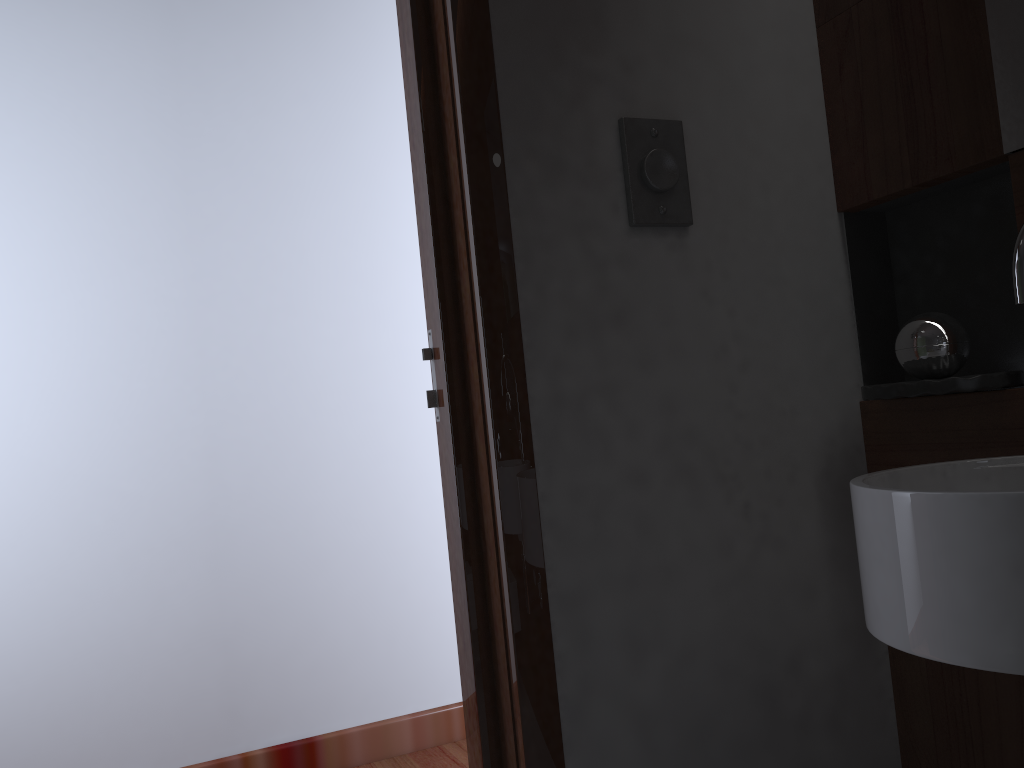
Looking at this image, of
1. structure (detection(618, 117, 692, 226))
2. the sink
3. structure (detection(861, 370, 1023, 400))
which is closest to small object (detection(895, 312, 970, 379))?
structure (detection(861, 370, 1023, 400))

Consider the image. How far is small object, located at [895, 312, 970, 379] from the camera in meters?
1.3

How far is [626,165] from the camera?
1.3 meters

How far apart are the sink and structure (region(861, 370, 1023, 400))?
0.12m

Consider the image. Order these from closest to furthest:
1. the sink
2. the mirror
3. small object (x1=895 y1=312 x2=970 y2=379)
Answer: the sink
the mirror
small object (x1=895 y1=312 x2=970 y2=379)

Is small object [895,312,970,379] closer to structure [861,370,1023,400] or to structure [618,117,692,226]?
structure [861,370,1023,400]

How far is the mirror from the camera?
1.2m

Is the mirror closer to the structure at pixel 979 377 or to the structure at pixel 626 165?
the structure at pixel 979 377

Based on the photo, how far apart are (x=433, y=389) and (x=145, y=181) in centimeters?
165cm

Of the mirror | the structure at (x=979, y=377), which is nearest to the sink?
the structure at (x=979, y=377)
